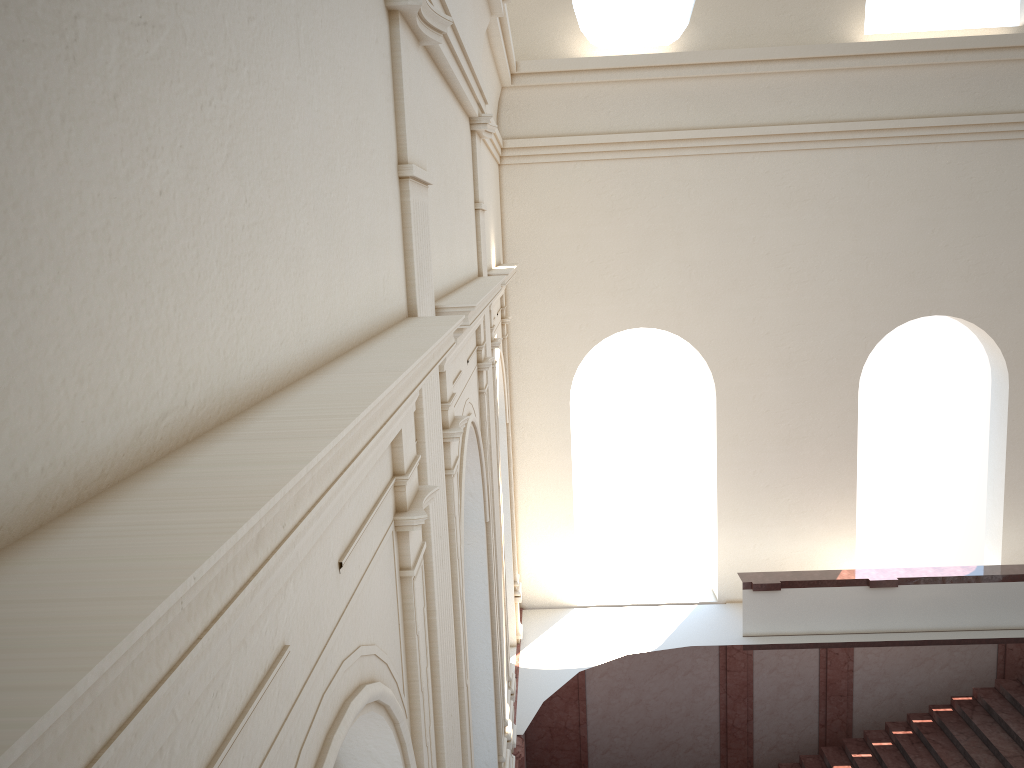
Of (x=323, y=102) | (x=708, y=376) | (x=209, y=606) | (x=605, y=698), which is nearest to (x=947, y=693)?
(x=605, y=698)

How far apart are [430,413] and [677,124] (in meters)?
9.58
